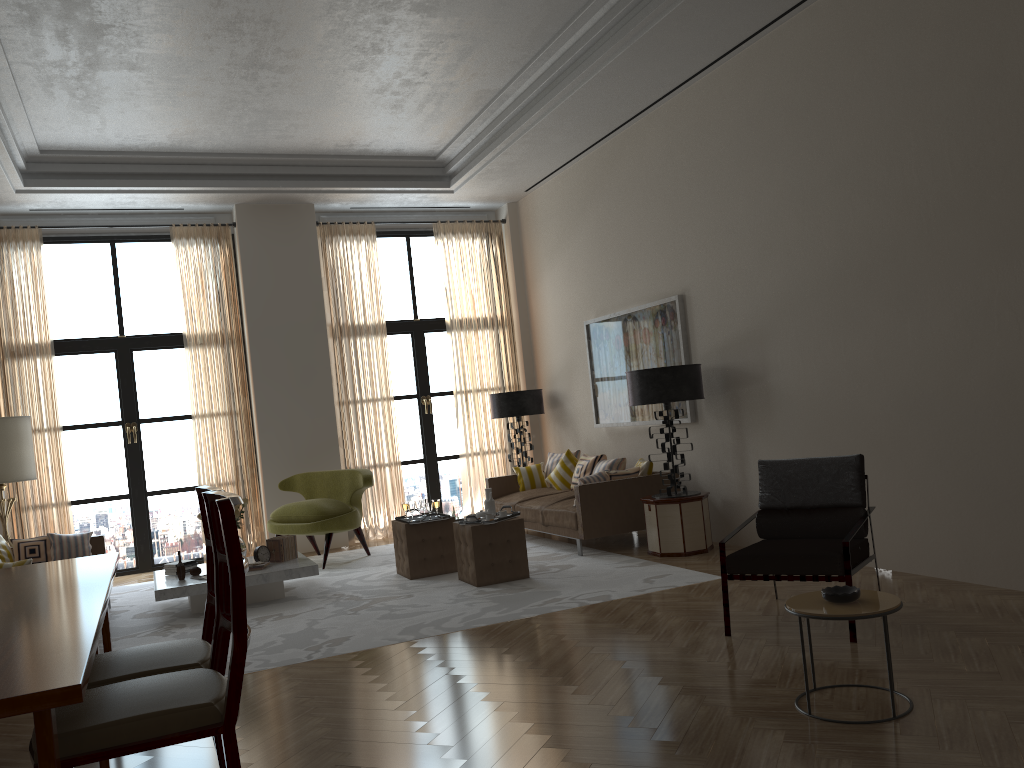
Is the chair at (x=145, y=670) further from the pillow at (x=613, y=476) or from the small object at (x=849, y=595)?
the pillow at (x=613, y=476)

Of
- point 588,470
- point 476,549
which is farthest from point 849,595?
point 588,470

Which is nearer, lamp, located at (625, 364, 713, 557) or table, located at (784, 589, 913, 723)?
table, located at (784, 589, 913, 723)

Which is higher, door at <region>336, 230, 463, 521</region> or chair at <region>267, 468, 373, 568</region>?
door at <region>336, 230, 463, 521</region>

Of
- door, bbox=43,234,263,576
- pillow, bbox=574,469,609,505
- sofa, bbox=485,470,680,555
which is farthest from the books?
door, bbox=43,234,263,576

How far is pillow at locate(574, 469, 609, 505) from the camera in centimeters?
1015cm

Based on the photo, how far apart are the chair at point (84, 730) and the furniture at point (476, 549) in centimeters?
518cm

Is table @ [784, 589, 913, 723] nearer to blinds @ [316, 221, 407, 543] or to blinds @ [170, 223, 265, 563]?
blinds @ [316, 221, 407, 543]

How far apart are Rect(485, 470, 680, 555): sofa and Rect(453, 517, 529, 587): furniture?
1.1m

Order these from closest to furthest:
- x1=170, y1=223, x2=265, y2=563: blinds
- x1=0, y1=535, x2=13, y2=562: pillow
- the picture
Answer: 1. x1=0, y1=535, x2=13, y2=562: pillow
2. the picture
3. x1=170, y1=223, x2=265, y2=563: blinds
